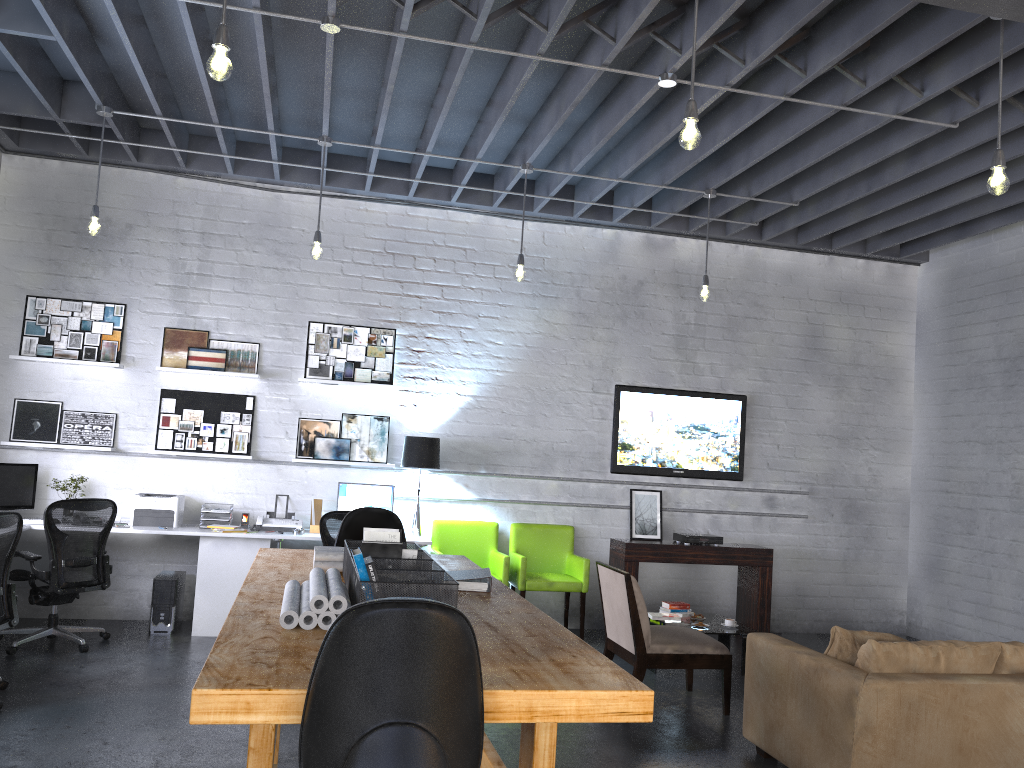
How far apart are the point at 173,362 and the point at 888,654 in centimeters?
572cm

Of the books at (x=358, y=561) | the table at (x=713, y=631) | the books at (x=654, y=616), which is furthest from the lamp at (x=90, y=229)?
the table at (x=713, y=631)

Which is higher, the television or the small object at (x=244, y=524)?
the television

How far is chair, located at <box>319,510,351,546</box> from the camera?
6.48m

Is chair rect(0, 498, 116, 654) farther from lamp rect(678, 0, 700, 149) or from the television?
lamp rect(678, 0, 700, 149)

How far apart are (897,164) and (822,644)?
4.2m

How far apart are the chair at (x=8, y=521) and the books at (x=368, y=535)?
2.2 meters

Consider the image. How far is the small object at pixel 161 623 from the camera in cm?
665

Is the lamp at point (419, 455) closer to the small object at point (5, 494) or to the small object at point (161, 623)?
the small object at point (161, 623)

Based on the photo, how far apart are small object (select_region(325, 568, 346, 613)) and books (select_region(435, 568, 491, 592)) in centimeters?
63cm
